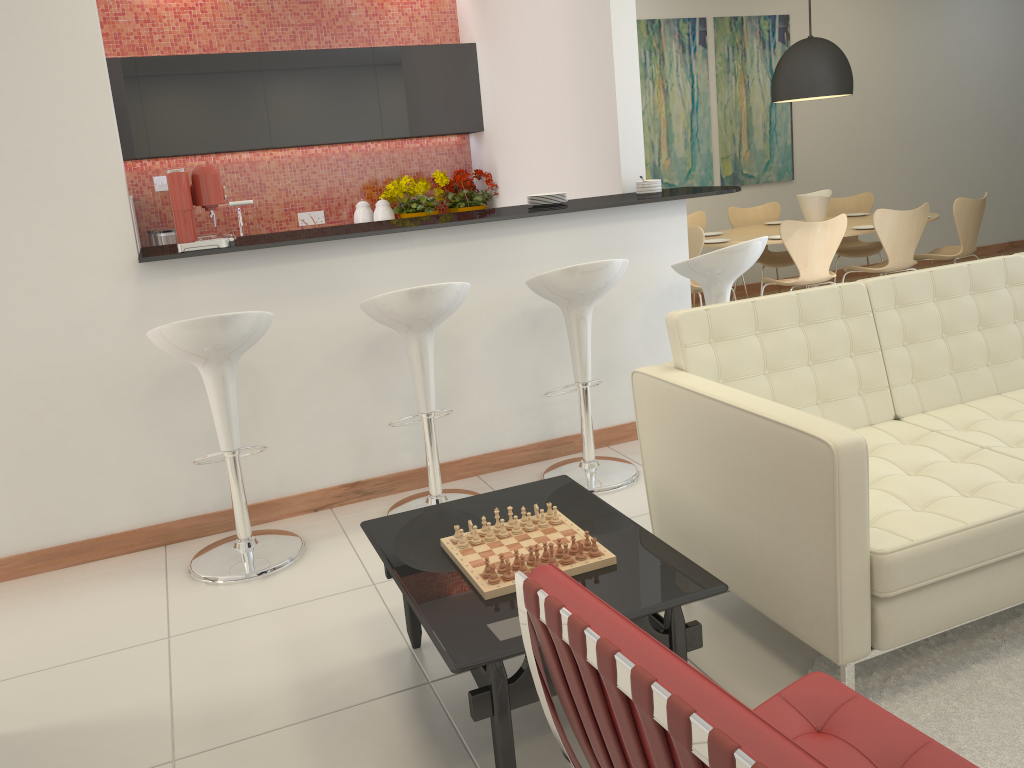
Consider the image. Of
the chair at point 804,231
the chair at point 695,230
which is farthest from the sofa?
the chair at point 695,230

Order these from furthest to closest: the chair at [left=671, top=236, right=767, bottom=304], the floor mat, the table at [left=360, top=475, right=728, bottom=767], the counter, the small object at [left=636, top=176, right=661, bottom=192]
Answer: the small object at [left=636, top=176, right=661, bottom=192] → the chair at [left=671, top=236, right=767, bottom=304] → the counter → the floor mat → the table at [left=360, top=475, right=728, bottom=767]

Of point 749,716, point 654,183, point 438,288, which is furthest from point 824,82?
point 749,716

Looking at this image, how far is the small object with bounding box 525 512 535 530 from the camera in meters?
2.5

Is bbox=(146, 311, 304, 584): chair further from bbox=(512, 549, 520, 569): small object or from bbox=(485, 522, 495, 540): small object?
bbox=(512, 549, 520, 569): small object

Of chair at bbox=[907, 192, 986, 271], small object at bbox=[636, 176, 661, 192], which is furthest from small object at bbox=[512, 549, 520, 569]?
chair at bbox=[907, 192, 986, 271]

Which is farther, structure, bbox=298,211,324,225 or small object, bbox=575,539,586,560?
structure, bbox=298,211,324,225

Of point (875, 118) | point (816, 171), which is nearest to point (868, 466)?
point (816, 171)

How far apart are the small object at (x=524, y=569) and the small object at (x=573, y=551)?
0.2 meters

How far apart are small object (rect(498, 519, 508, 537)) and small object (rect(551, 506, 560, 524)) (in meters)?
0.15
